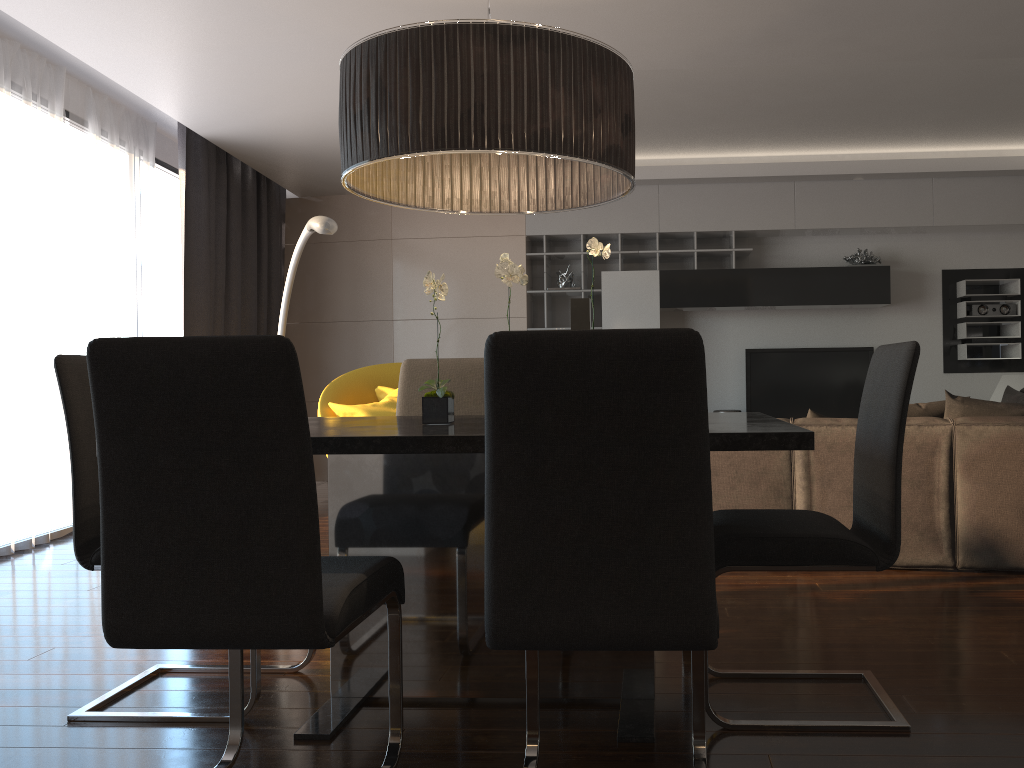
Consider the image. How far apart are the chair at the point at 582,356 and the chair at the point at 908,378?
0.20m

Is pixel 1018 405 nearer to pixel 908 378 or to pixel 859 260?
pixel 908 378

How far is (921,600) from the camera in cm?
330

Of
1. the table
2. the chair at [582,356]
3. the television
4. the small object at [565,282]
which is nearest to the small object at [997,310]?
the television

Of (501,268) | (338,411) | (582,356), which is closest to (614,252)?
(338,411)

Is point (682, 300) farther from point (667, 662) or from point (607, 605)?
point (607, 605)

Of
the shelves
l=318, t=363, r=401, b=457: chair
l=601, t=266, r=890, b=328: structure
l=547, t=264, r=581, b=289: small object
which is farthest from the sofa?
l=547, t=264, r=581, b=289: small object

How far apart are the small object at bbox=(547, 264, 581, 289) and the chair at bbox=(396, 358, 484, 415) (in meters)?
4.21

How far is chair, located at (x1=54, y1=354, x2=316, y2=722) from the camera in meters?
2.4

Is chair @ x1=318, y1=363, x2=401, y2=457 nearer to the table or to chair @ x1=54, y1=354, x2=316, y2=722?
the table
